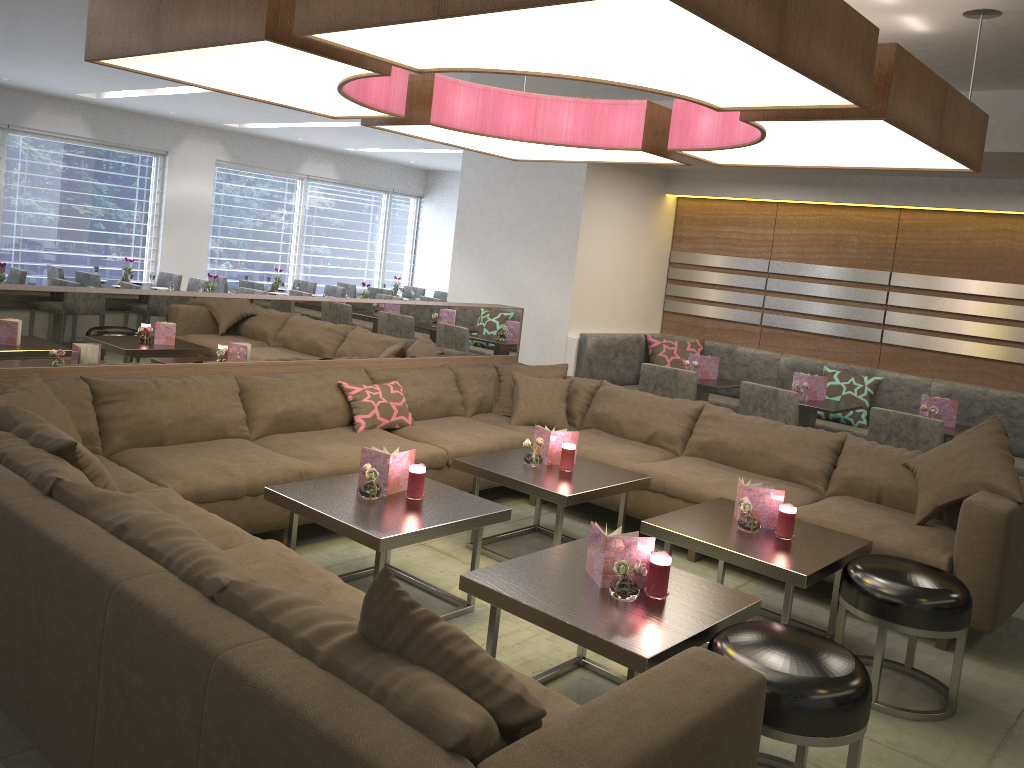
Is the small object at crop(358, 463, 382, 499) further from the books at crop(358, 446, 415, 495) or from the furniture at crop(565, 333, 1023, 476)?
the furniture at crop(565, 333, 1023, 476)

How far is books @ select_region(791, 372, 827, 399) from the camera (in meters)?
5.63

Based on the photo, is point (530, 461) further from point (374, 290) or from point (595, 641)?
point (374, 290)

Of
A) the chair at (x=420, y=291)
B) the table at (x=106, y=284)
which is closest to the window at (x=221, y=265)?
the chair at (x=420, y=291)

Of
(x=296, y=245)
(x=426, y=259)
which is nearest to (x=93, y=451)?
(x=296, y=245)

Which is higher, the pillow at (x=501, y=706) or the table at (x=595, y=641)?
the pillow at (x=501, y=706)

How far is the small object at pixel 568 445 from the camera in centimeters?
407cm

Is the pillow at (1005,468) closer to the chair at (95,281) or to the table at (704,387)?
the table at (704,387)

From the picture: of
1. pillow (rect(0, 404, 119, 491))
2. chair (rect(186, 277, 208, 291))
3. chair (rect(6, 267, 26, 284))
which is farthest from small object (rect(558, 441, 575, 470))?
chair (rect(186, 277, 208, 291))

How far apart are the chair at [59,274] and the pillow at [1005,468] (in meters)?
7.43
